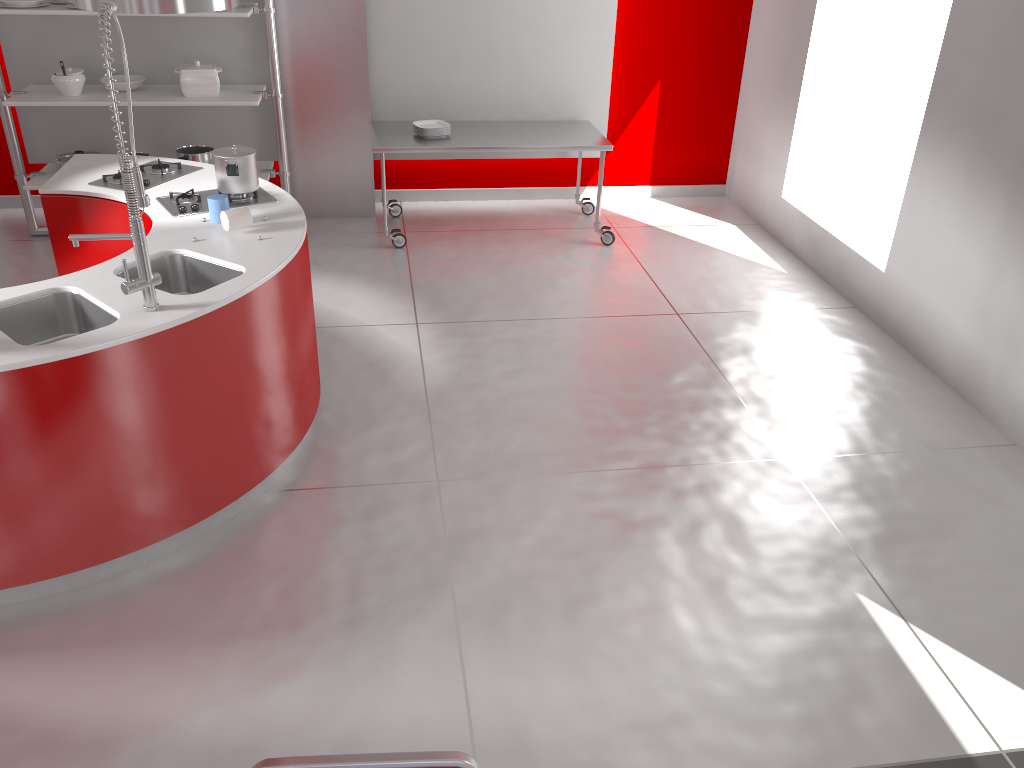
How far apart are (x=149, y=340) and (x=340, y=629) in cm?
111

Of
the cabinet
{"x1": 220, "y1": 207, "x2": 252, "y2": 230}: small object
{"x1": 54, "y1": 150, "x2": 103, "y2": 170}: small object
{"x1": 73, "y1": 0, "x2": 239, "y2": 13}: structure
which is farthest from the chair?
{"x1": 54, "y1": 150, "x2": 103, "y2": 170}: small object

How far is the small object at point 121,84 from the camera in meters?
5.5 m

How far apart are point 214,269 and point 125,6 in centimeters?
109cm

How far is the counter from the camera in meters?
2.7 m

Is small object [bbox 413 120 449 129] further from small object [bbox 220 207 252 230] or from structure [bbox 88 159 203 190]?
small object [bbox 220 207 252 230]

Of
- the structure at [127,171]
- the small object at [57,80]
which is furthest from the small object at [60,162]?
the structure at [127,171]

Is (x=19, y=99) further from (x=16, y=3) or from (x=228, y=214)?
(x=228, y=214)

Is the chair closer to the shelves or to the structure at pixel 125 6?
the structure at pixel 125 6

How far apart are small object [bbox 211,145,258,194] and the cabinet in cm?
33
